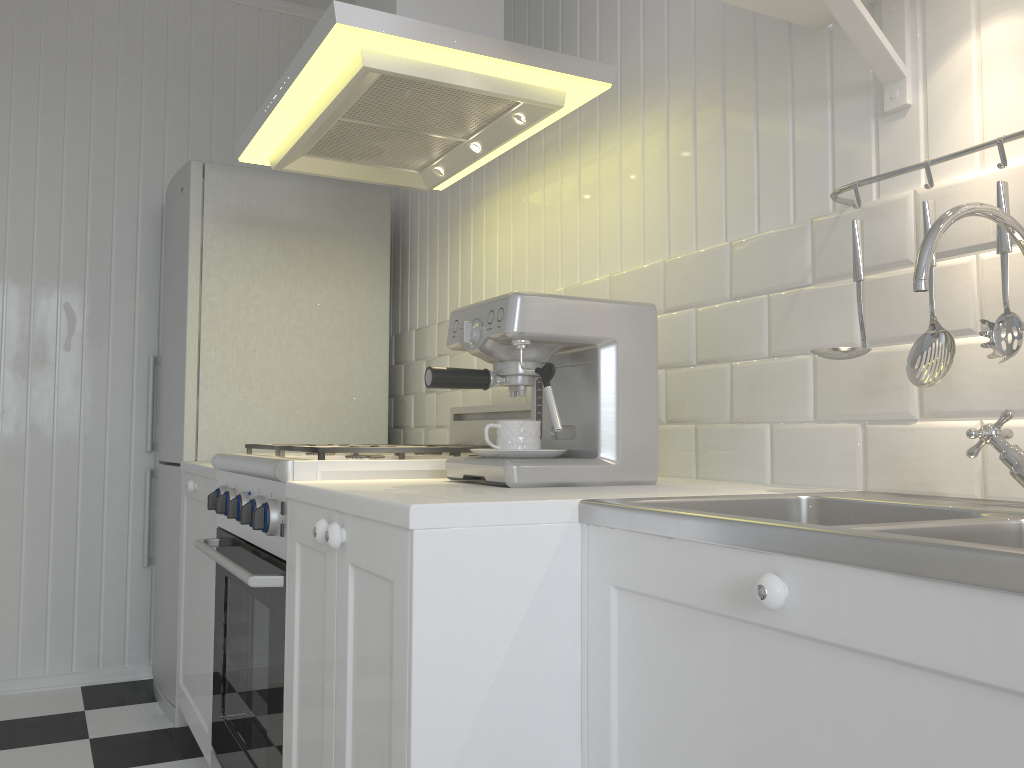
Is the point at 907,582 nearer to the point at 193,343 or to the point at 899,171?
the point at 899,171

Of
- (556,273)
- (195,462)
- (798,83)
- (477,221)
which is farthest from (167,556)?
(798,83)

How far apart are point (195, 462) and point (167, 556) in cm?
44

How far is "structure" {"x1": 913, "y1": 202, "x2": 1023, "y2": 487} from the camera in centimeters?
97cm

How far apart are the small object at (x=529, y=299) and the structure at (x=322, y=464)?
0.1m

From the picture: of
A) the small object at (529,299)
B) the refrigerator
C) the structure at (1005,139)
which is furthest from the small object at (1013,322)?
the refrigerator

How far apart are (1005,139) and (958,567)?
0.72m

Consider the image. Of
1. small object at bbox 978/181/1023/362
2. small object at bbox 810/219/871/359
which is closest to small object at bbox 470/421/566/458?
small object at bbox 810/219/871/359

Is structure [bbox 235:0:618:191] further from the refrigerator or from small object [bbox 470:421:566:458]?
small object [bbox 470:421:566:458]

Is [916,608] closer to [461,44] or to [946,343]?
[946,343]
